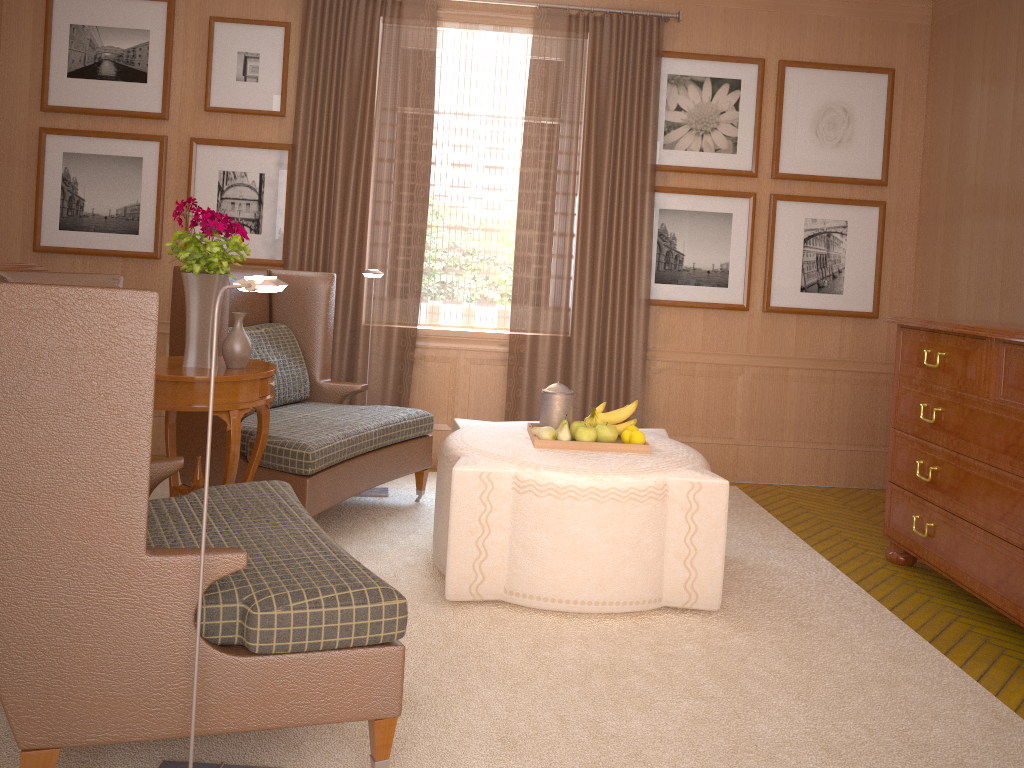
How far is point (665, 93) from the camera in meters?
8.9

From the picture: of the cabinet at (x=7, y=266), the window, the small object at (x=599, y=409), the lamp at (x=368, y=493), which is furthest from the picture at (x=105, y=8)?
the small object at (x=599, y=409)

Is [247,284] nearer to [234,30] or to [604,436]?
[604,436]

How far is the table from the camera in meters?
5.3 m

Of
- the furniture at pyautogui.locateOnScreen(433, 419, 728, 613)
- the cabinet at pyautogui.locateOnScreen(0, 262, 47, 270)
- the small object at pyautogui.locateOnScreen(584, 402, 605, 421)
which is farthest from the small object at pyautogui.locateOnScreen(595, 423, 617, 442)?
the cabinet at pyautogui.locateOnScreen(0, 262, 47, 270)

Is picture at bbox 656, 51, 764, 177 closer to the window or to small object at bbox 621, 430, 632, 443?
the window

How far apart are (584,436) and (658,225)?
3.7 meters

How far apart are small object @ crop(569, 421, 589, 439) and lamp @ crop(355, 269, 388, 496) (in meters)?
2.29

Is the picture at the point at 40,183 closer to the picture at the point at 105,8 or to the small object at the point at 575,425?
the picture at the point at 105,8

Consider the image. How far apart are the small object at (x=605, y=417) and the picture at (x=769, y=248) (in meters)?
3.34
